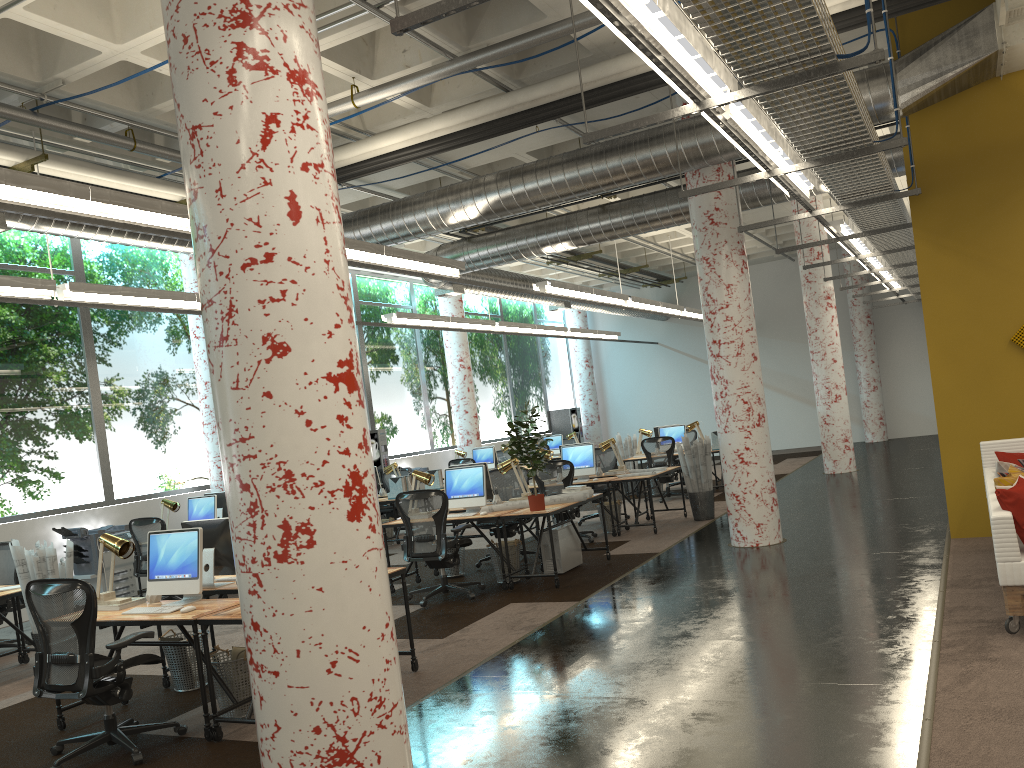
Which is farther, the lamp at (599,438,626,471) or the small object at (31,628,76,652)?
the lamp at (599,438,626,471)

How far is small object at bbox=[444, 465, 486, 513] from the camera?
8.97m

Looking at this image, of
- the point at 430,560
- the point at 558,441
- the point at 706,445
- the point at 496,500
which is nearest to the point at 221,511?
the point at 496,500

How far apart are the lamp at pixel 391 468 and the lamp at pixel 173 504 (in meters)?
3.77

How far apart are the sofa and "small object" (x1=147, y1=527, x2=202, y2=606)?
4.8m

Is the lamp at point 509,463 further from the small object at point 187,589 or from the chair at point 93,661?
the chair at point 93,661

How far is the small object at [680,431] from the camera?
15.3 meters

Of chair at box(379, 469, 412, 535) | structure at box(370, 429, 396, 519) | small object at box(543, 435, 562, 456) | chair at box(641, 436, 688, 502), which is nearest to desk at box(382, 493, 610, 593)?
chair at box(379, 469, 412, 535)

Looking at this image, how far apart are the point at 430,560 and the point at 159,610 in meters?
3.1

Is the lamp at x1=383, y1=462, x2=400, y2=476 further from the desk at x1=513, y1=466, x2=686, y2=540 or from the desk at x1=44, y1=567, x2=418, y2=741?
the desk at x1=44, y1=567, x2=418, y2=741
